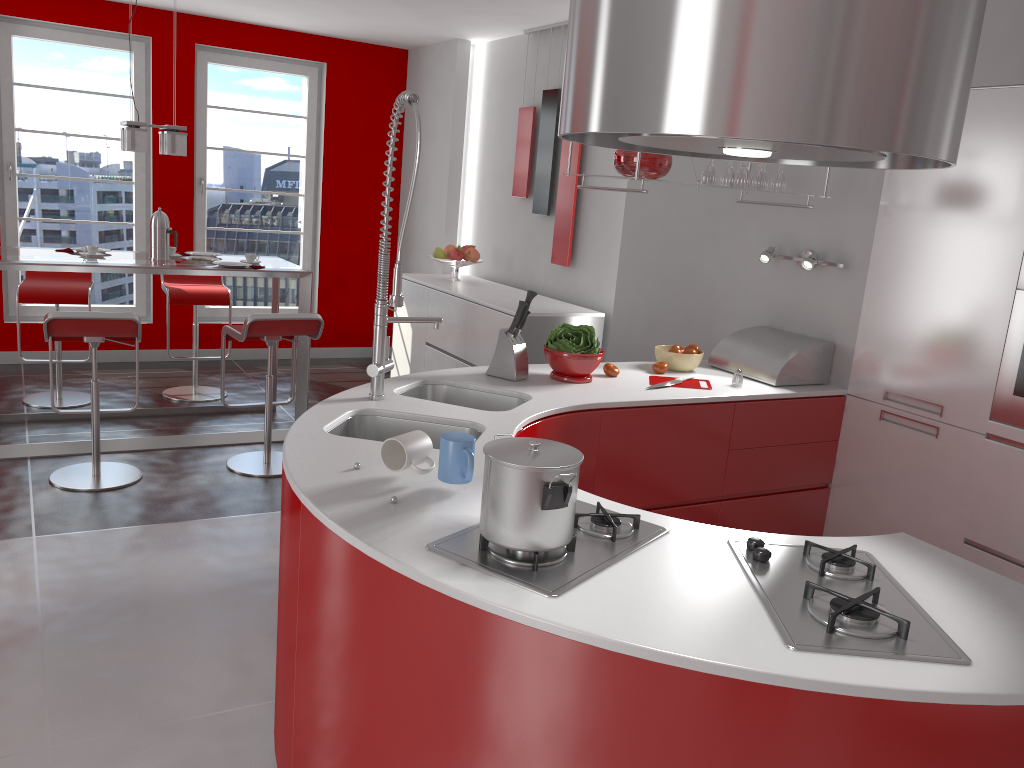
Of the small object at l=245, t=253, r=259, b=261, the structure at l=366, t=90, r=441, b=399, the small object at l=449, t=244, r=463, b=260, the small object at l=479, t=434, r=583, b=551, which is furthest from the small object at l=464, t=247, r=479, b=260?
the small object at l=479, t=434, r=583, b=551

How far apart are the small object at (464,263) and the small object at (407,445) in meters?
4.2

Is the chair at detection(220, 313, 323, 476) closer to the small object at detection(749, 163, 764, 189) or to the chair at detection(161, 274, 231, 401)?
the chair at detection(161, 274, 231, 401)

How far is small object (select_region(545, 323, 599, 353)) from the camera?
3.2 meters

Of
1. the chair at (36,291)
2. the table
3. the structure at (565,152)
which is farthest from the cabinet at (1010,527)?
the chair at (36,291)

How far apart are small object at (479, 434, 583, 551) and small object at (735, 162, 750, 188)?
2.1m

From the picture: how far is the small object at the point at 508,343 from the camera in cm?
319

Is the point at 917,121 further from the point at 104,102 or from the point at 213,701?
the point at 104,102

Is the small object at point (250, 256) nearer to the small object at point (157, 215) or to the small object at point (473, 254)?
the small object at point (157, 215)

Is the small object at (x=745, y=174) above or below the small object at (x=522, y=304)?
above
